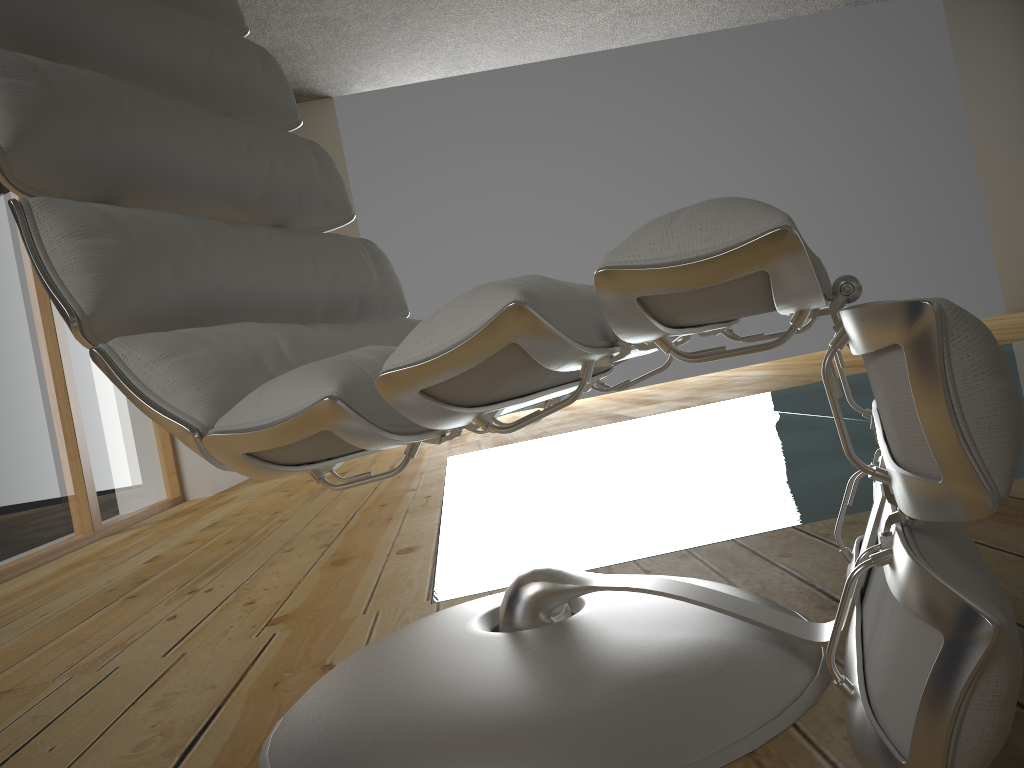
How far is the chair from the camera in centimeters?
50cm

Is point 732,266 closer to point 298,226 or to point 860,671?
point 860,671

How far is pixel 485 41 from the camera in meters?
5.8

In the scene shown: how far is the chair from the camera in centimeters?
50cm

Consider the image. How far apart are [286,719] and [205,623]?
0.65m
